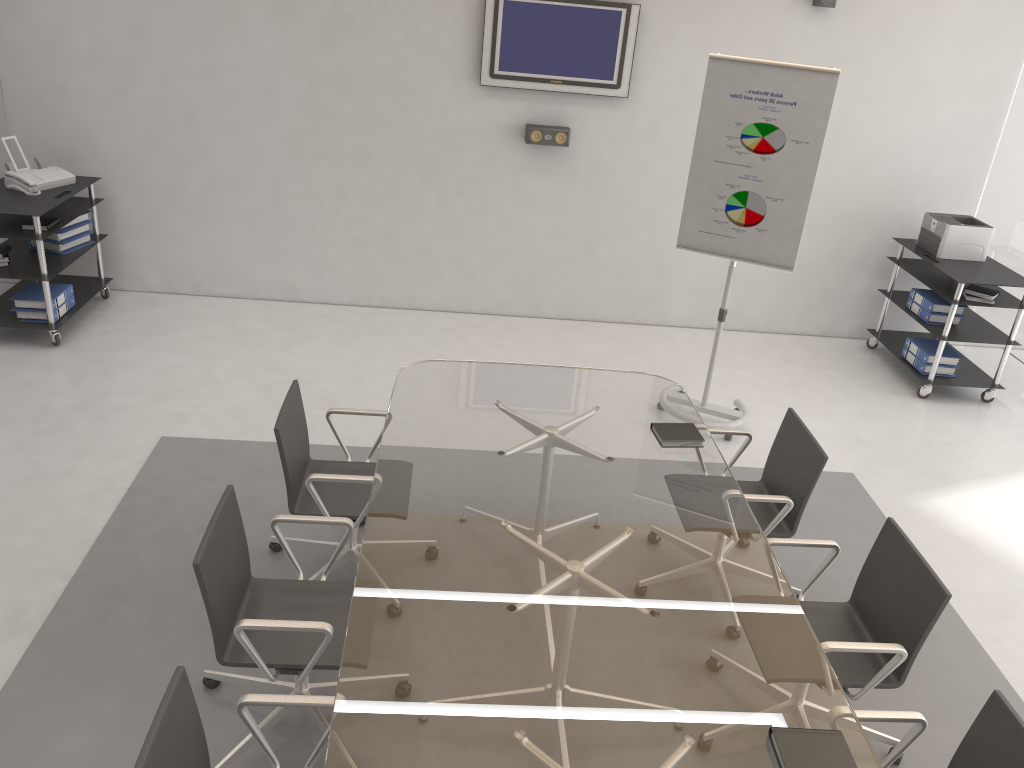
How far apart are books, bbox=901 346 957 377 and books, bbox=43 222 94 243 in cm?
572

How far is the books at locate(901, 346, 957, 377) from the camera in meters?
6.0 m

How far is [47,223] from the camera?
5.4 meters

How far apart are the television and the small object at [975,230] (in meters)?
2.30

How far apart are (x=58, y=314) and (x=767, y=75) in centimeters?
446cm

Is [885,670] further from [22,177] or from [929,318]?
[22,177]

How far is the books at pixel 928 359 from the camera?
6.0 meters

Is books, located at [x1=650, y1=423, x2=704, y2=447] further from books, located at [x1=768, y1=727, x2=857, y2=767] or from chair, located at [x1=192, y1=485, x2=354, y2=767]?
books, located at [x1=768, y1=727, x2=857, y2=767]

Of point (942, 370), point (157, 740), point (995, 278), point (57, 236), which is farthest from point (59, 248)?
point (995, 278)

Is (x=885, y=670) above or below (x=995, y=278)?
below
